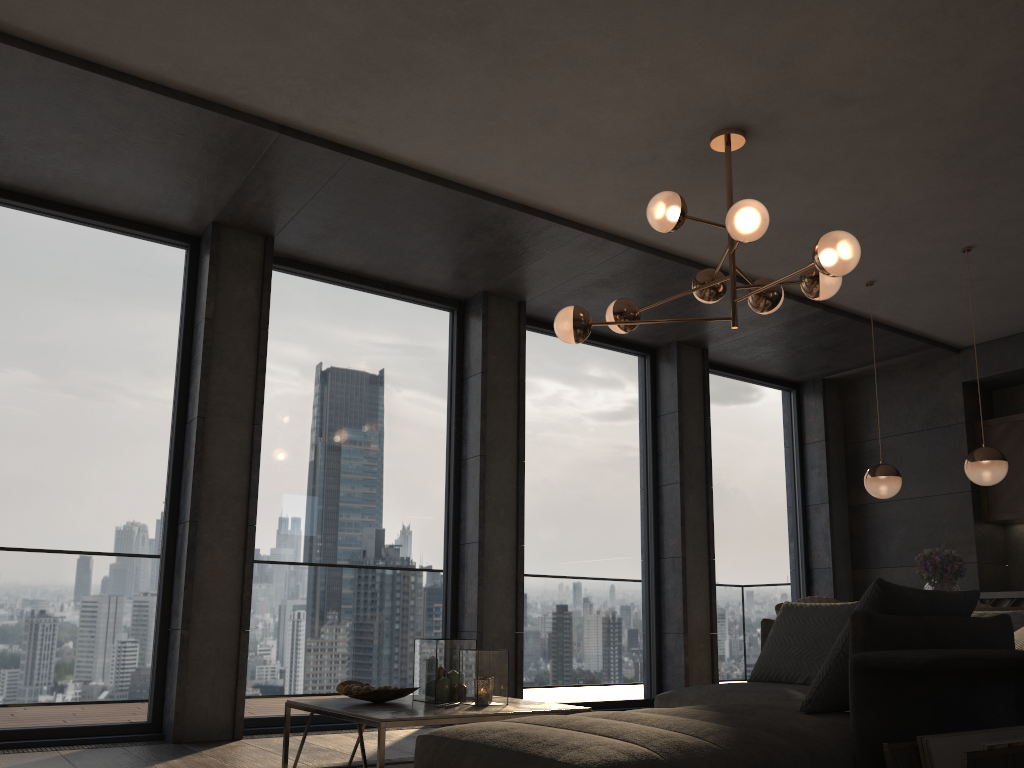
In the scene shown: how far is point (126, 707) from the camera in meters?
4.8

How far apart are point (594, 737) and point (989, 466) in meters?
4.1

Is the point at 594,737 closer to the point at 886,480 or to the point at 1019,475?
the point at 886,480

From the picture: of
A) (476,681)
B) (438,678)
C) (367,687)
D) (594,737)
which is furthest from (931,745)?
(367,687)

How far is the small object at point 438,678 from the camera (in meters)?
3.57

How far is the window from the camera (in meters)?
4.80

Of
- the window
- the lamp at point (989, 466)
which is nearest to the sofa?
the lamp at point (989, 466)

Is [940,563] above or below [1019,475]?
below

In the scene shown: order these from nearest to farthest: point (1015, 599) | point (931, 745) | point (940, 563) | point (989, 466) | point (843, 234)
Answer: point (931, 745) → point (843, 234) → point (989, 466) → point (940, 563) → point (1015, 599)

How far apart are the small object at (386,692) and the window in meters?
1.8
